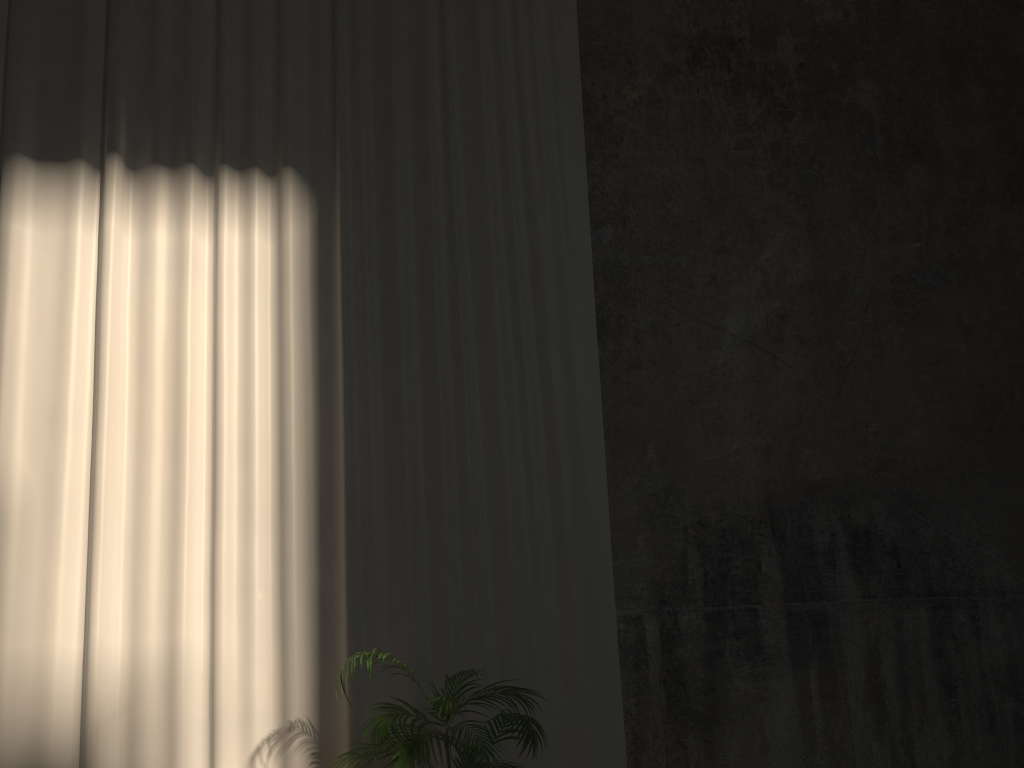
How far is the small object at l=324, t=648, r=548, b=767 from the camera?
3.94m

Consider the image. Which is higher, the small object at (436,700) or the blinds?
the blinds

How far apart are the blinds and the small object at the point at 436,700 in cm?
33

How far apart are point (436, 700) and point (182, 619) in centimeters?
170cm

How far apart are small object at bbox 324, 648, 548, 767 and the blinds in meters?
0.3

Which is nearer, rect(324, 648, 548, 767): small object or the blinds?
rect(324, 648, 548, 767): small object

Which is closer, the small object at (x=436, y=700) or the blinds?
the small object at (x=436, y=700)

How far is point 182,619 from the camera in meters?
4.8

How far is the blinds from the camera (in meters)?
4.80
